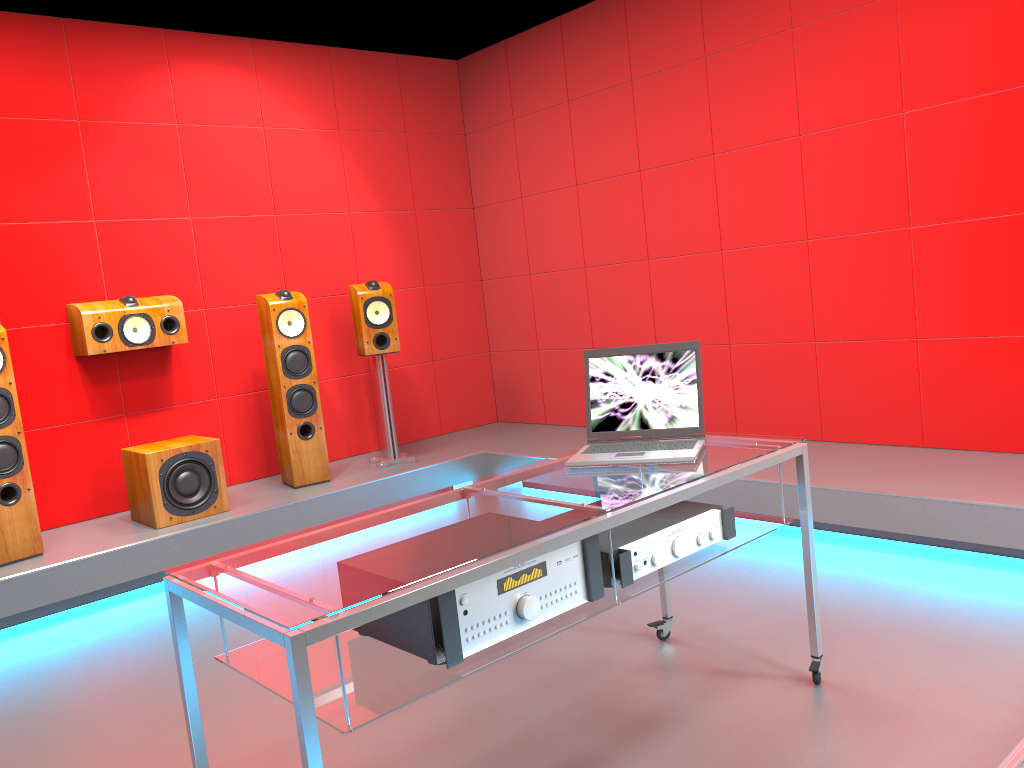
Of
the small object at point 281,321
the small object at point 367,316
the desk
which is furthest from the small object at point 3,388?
the desk

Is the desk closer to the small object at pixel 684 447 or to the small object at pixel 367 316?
the small object at pixel 684 447

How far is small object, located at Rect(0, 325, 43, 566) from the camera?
3.8m

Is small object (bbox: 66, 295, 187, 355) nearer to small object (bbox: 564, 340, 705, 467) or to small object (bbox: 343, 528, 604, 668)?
small object (bbox: 564, 340, 705, 467)

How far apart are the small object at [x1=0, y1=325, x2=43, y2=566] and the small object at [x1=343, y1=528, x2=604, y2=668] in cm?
262

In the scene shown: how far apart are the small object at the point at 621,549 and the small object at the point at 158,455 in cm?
272

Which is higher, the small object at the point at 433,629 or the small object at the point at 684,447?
the small object at the point at 684,447

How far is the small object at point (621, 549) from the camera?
1.99m

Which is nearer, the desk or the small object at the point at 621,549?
the desk

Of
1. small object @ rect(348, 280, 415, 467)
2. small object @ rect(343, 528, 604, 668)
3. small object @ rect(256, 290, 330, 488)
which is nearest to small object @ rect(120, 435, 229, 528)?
small object @ rect(256, 290, 330, 488)
